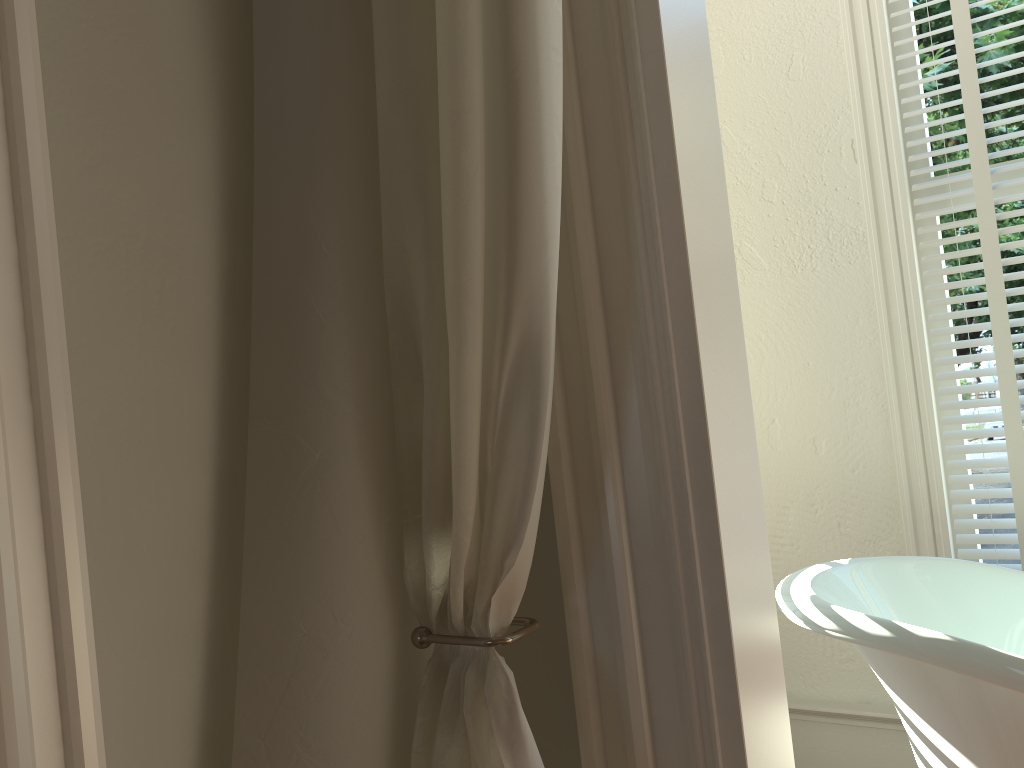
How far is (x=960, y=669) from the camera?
1.22m

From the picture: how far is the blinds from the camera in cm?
191

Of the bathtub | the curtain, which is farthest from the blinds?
the curtain

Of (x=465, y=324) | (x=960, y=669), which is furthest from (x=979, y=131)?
(x=465, y=324)

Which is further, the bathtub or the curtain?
the bathtub

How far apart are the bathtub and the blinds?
0.31m

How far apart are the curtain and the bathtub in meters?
0.7 m

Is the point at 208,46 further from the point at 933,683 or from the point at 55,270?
the point at 933,683

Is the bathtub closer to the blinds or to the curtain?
the blinds

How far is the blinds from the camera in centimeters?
191cm
